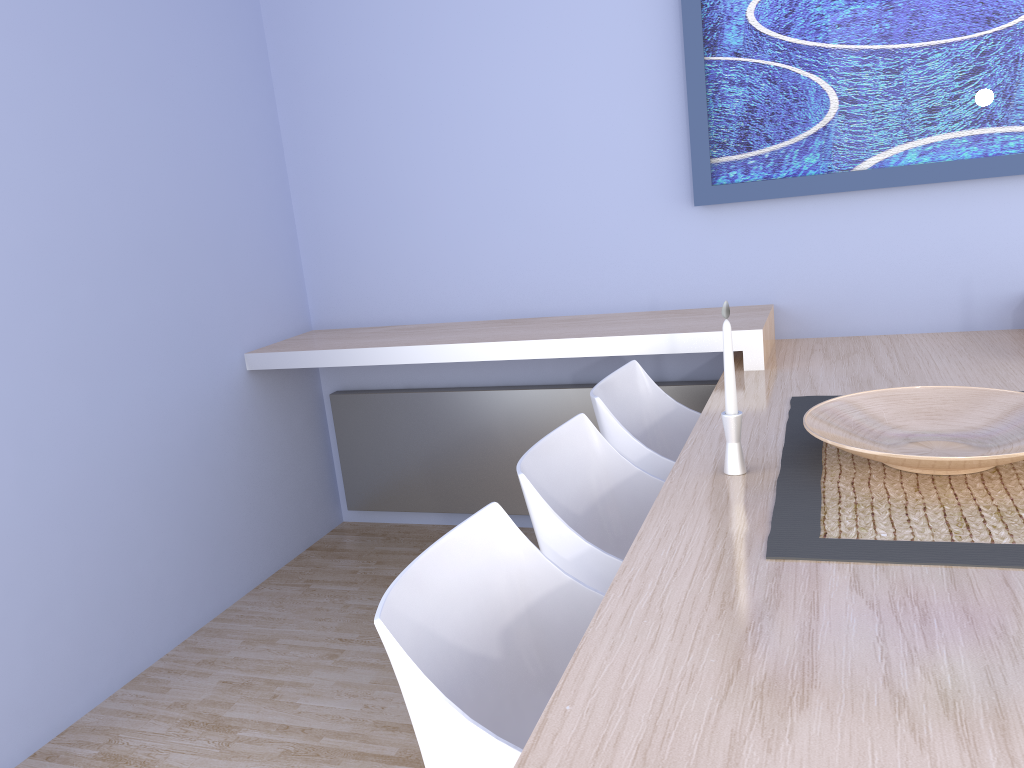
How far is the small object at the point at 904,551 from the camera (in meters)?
1.34

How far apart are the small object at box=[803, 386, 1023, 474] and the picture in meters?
1.0 m

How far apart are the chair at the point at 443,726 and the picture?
1.7 meters

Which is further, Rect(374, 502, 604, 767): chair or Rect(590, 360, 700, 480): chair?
Rect(590, 360, 700, 480): chair

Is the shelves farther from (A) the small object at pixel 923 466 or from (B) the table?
(A) the small object at pixel 923 466

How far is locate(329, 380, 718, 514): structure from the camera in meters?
3.3

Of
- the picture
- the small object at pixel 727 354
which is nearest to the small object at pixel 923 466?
the small object at pixel 727 354

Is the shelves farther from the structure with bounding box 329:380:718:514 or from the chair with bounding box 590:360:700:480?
the structure with bounding box 329:380:718:514

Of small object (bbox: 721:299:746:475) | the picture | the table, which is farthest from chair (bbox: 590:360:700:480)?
the picture

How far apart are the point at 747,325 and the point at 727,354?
1.0 meters
